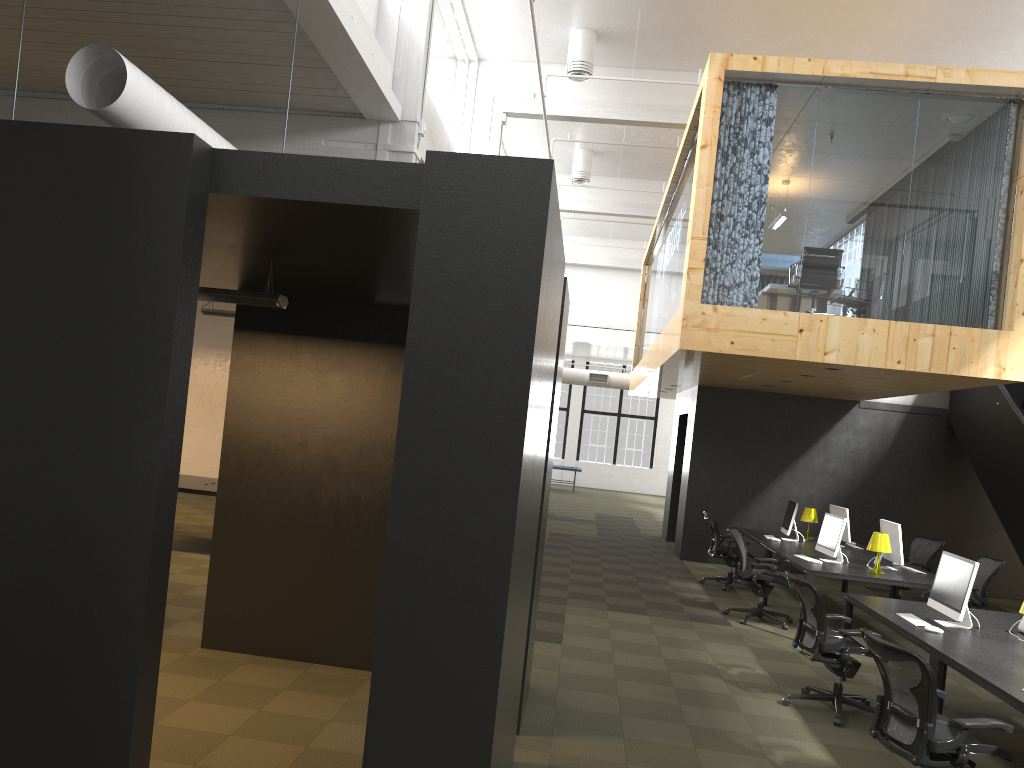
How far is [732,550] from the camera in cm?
1198

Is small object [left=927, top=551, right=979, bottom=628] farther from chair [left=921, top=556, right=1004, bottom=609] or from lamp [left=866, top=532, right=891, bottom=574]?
chair [left=921, top=556, right=1004, bottom=609]

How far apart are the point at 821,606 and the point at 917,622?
0.8 meters

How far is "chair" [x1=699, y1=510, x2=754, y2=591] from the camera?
12.0 meters

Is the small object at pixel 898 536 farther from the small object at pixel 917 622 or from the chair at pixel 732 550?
the small object at pixel 917 622

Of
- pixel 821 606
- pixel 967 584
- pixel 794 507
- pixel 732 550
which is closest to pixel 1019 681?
pixel 967 584

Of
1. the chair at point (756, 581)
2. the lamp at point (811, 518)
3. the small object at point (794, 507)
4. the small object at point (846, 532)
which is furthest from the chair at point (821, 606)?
the lamp at point (811, 518)

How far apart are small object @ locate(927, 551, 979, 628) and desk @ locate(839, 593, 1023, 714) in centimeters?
5cm

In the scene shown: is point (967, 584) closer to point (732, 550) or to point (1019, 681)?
point (1019, 681)

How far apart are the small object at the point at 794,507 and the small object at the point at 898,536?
1.7m
